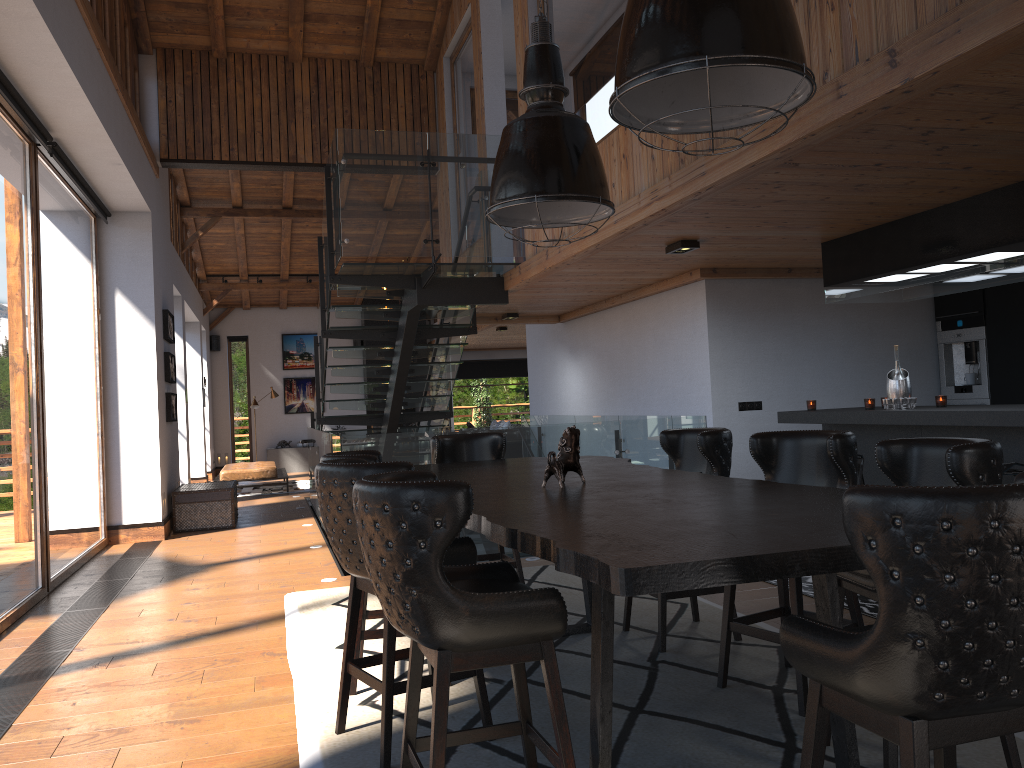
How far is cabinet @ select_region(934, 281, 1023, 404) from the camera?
7.58m

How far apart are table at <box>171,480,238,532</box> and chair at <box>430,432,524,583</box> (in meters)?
5.41

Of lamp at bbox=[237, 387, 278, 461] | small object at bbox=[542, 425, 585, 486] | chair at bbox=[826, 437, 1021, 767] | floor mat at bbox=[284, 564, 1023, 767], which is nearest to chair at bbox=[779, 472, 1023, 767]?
chair at bbox=[826, 437, 1021, 767]

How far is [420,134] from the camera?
7.4m

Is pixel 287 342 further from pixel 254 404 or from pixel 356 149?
pixel 356 149

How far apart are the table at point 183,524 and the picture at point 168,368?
0.85m

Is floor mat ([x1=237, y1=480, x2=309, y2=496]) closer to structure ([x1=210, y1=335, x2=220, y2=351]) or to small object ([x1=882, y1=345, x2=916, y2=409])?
structure ([x1=210, y1=335, x2=220, y2=351])

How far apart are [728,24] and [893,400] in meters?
4.4 m

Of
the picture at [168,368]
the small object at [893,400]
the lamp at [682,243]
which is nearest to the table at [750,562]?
the lamp at [682,243]

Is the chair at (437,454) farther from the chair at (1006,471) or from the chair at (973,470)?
the chair at (1006,471)
